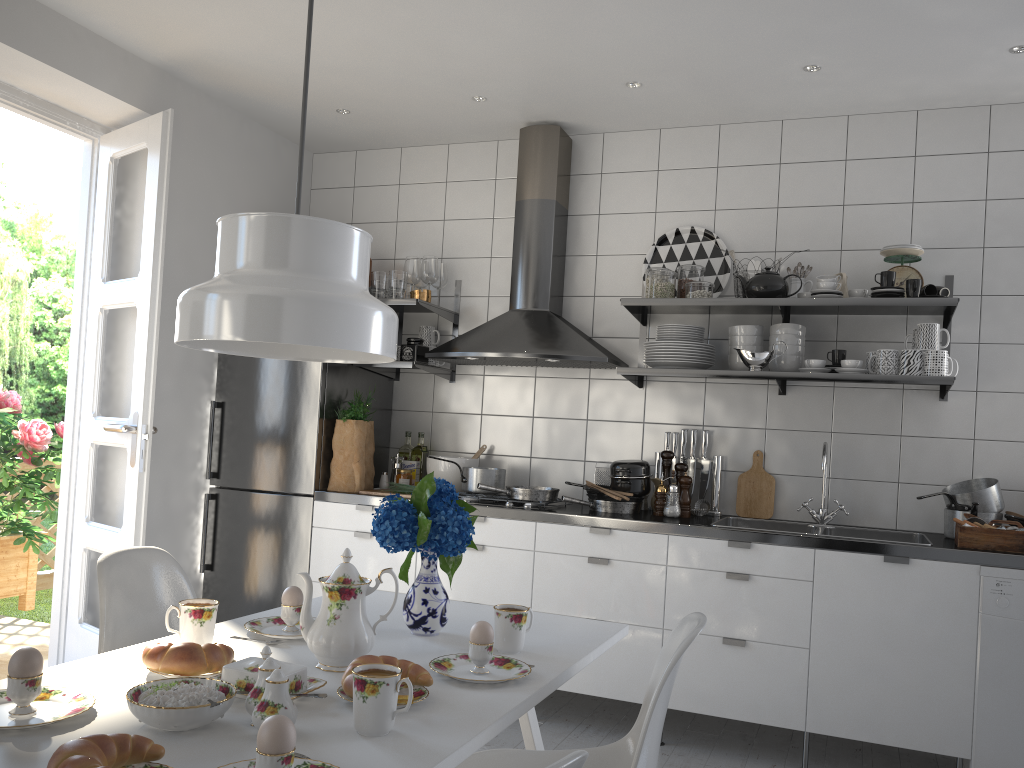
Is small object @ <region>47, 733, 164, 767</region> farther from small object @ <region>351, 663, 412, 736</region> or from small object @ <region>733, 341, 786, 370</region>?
small object @ <region>733, 341, 786, 370</region>

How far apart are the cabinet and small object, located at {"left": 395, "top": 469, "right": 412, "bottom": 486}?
0.4m

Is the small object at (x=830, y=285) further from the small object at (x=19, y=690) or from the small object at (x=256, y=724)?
the small object at (x=19, y=690)

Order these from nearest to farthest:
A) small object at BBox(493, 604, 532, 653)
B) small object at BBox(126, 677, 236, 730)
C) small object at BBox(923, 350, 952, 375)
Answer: small object at BBox(126, 677, 236, 730) → small object at BBox(493, 604, 532, 653) → small object at BBox(923, 350, 952, 375)

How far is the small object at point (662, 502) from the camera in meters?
3.6

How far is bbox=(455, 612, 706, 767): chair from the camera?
1.54m

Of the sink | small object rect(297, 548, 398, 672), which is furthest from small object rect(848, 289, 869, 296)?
small object rect(297, 548, 398, 672)

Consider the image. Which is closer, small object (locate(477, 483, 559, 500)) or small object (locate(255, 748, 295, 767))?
small object (locate(255, 748, 295, 767))

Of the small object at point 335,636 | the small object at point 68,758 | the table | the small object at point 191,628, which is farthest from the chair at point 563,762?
the small object at point 191,628

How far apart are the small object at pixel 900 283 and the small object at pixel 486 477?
1.82m
